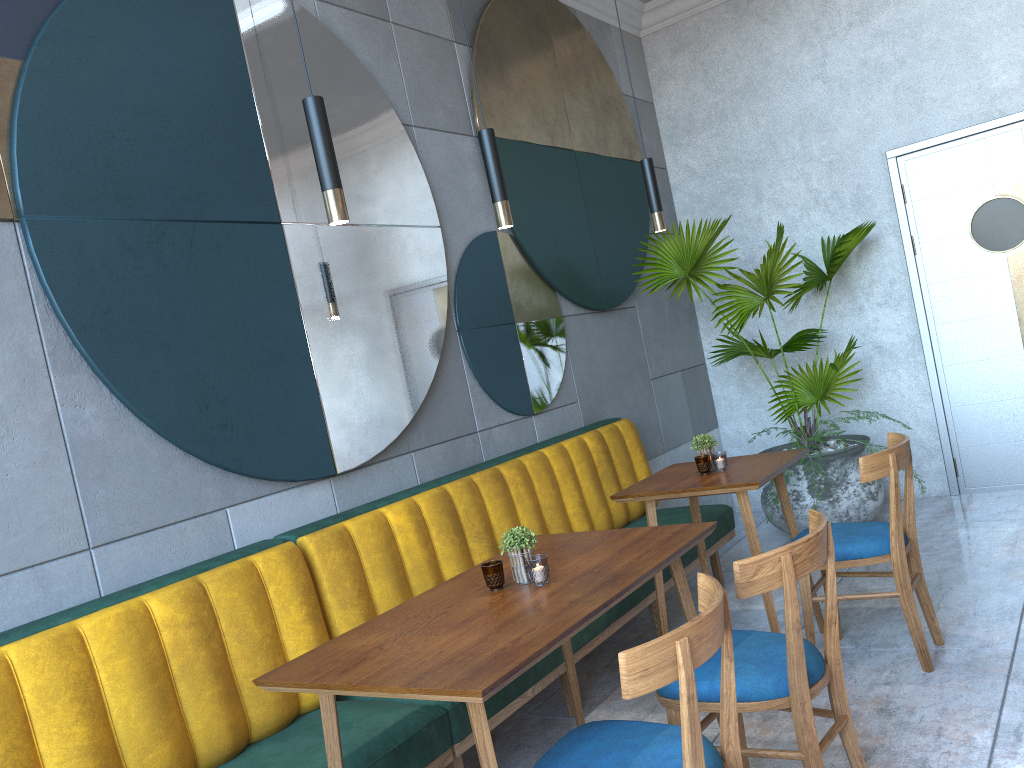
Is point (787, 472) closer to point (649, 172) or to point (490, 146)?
point (649, 172)

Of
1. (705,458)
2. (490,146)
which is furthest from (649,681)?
(705,458)

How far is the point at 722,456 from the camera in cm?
345

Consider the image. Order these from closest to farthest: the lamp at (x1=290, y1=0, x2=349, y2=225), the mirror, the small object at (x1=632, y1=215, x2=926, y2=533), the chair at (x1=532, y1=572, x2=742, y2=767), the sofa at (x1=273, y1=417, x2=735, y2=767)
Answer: the chair at (x1=532, y1=572, x2=742, y2=767) → the lamp at (x1=290, y1=0, x2=349, y2=225) → the mirror → the sofa at (x1=273, y1=417, x2=735, y2=767) → the small object at (x1=632, y1=215, x2=926, y2=533)

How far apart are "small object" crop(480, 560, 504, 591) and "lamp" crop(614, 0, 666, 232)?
1.67m

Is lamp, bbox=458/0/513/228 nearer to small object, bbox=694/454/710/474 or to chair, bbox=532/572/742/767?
chair, bbox=532/572/742/767

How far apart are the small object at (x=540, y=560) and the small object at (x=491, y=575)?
0.1 meters

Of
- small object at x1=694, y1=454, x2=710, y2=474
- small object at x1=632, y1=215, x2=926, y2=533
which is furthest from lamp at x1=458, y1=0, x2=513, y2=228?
small object at x1=632, y1=215, x2=926, y2=533

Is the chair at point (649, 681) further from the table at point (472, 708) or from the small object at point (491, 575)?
the small object at point (491, 575)

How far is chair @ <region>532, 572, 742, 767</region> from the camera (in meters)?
1.58
